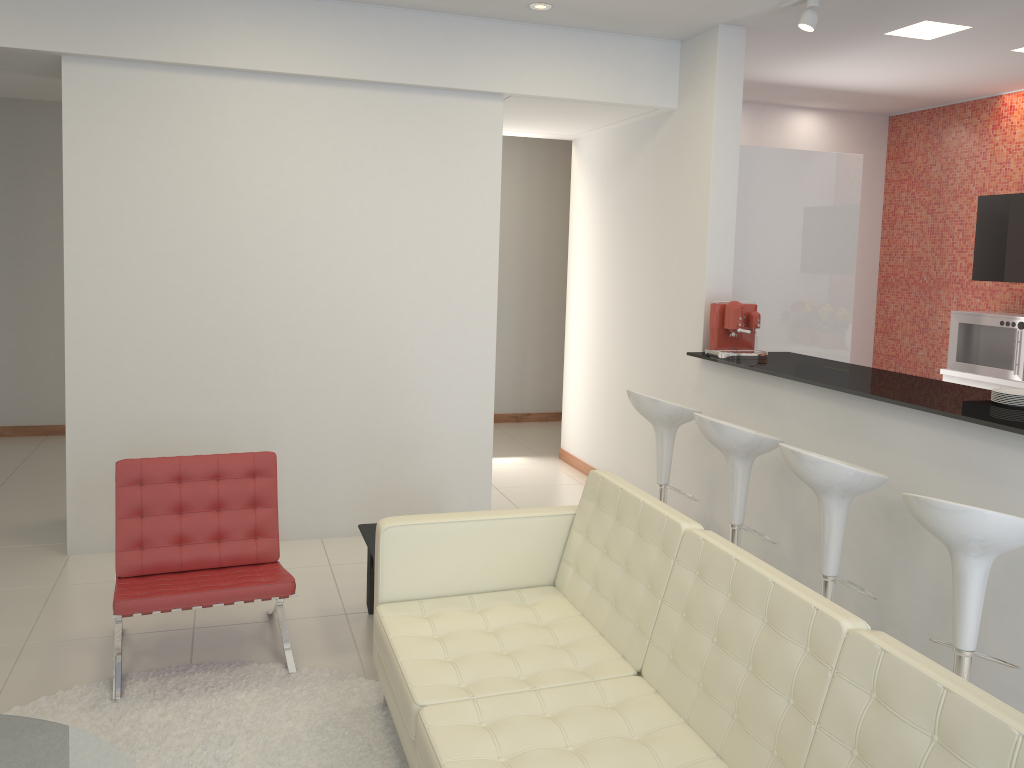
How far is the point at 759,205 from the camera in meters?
5.7 m

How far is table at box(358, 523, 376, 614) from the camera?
4.1 meters

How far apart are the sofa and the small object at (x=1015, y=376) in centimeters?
436cm

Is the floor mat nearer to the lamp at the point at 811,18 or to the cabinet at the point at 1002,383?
the lamp at the point at 811,18

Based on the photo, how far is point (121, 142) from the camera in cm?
483

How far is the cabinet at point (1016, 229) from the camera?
6.5m

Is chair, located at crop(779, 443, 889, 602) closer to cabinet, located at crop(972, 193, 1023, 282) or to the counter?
the counter

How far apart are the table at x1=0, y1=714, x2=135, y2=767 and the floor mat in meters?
0.6

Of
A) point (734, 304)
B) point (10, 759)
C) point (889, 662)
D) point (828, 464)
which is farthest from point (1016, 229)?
point (10, 759)

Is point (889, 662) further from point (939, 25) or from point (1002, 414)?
point (939, 25)
